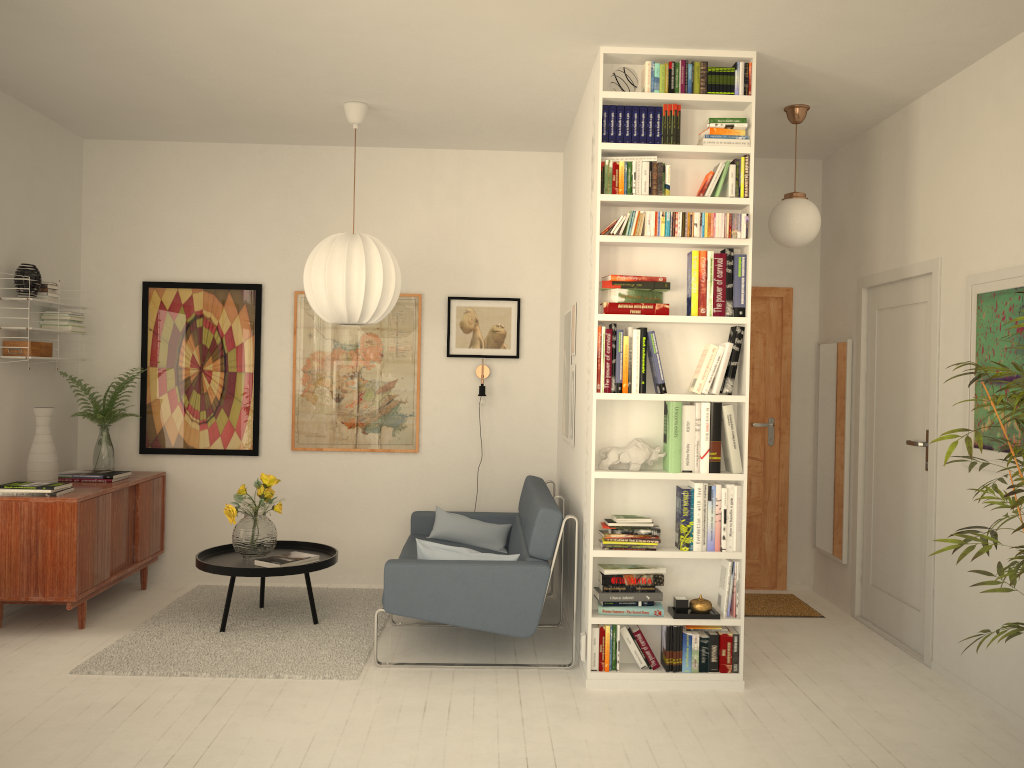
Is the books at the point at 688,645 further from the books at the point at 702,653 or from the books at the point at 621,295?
the books at the point at 621,295

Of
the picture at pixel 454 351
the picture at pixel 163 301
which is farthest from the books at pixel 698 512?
the picture at pixel 163 301

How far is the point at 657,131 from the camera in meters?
4.0 m

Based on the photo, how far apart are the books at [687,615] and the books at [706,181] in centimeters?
192cm

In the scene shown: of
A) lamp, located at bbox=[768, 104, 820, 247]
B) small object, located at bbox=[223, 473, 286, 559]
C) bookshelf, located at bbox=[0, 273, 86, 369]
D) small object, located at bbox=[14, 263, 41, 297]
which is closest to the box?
bookshelf, located at bbox=[0, 273, 86, 369]

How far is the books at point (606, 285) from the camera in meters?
4.0

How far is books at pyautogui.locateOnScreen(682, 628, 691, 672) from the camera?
4.0m

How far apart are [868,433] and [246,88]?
4.0 meters

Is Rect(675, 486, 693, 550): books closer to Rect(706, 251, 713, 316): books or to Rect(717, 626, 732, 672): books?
Rect(717, 626, 732, 672): books

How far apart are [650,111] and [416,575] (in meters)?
2.40
